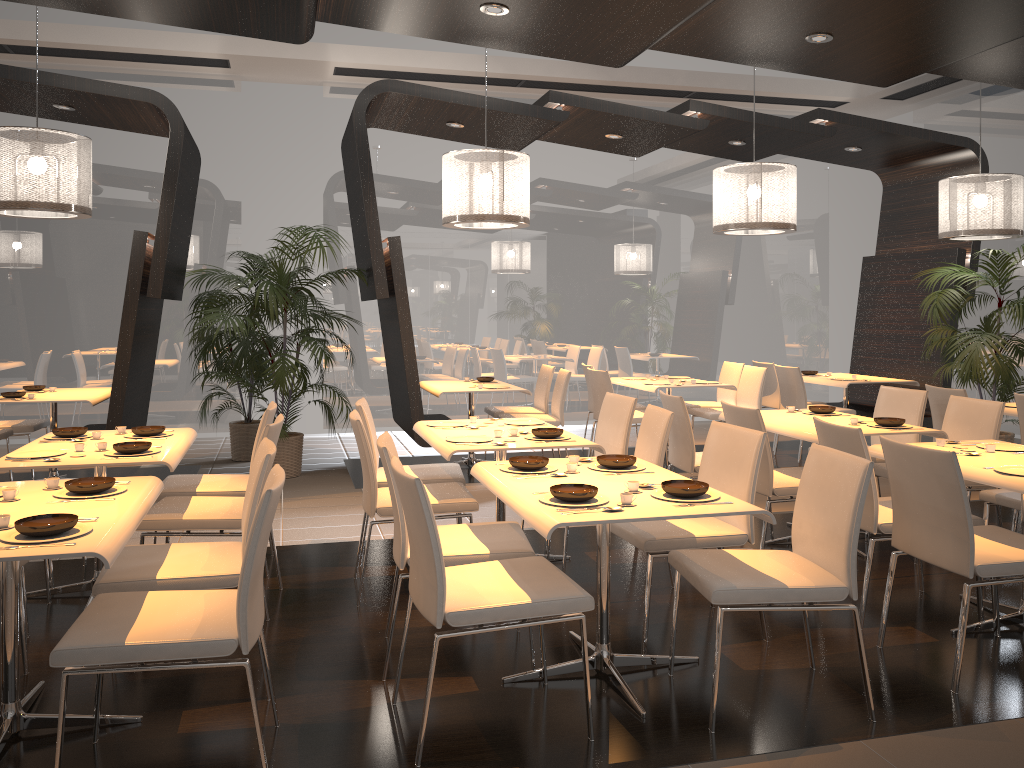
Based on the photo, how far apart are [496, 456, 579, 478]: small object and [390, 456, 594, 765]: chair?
0.5m

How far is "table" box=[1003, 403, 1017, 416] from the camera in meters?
6.0

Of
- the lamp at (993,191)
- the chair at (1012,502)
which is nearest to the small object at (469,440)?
the chair at (1012,502)

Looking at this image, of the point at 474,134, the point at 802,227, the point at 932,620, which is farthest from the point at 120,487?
the point at 802,227

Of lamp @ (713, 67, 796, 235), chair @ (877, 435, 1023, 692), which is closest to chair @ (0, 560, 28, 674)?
chair @ (877, 435, 1023, 692)

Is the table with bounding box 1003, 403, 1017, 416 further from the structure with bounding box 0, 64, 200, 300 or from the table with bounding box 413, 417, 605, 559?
the structure with bounding box 0, 64, 200, 300

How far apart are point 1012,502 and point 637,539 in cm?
206

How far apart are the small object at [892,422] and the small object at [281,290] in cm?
413

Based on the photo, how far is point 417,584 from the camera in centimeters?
292cm

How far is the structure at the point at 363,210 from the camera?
6.90m
